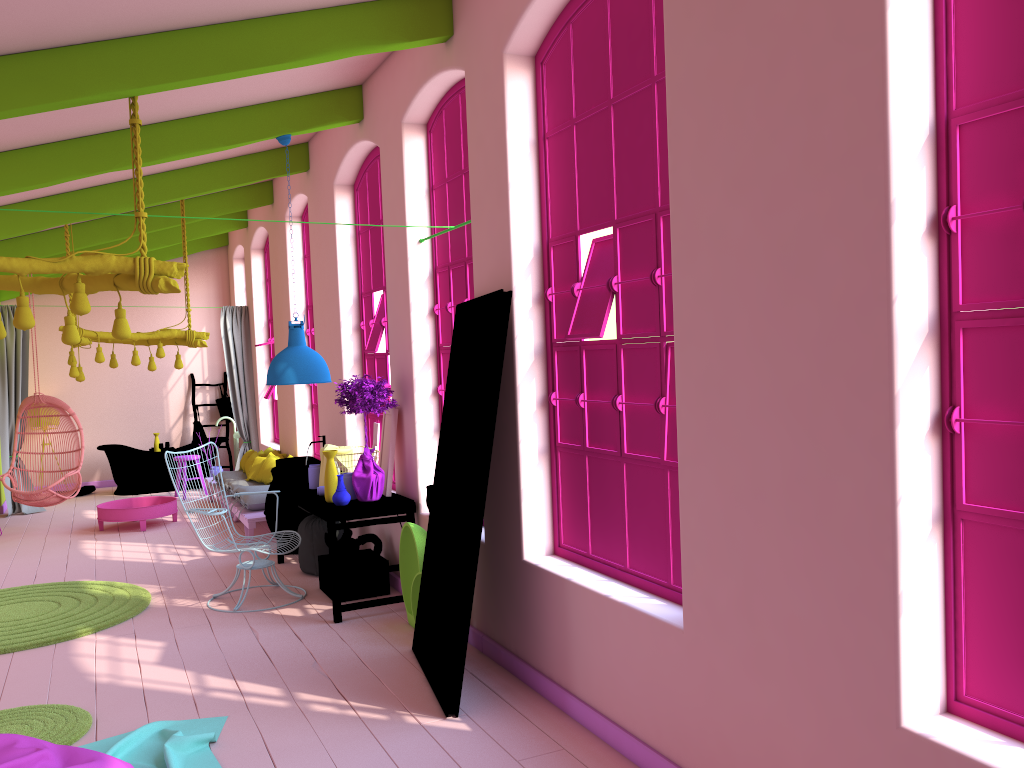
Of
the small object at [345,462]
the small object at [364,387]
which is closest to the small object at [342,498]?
the small object at [364,387]

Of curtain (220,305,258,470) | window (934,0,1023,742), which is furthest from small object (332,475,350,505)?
curtain (220,305,258,470)

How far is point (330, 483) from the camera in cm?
658

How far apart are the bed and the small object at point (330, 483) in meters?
2.1

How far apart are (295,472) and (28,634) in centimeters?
231cm

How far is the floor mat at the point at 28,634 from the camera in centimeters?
617cm

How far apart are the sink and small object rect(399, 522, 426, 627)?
1.7 meters

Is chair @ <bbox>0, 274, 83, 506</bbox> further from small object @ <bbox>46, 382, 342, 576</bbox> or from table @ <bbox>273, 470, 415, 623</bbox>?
table @ <bbox>273, 470, 415, 623</bbox>

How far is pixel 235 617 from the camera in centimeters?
656cm

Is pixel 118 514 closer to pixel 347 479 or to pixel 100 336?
pixel 100 336
